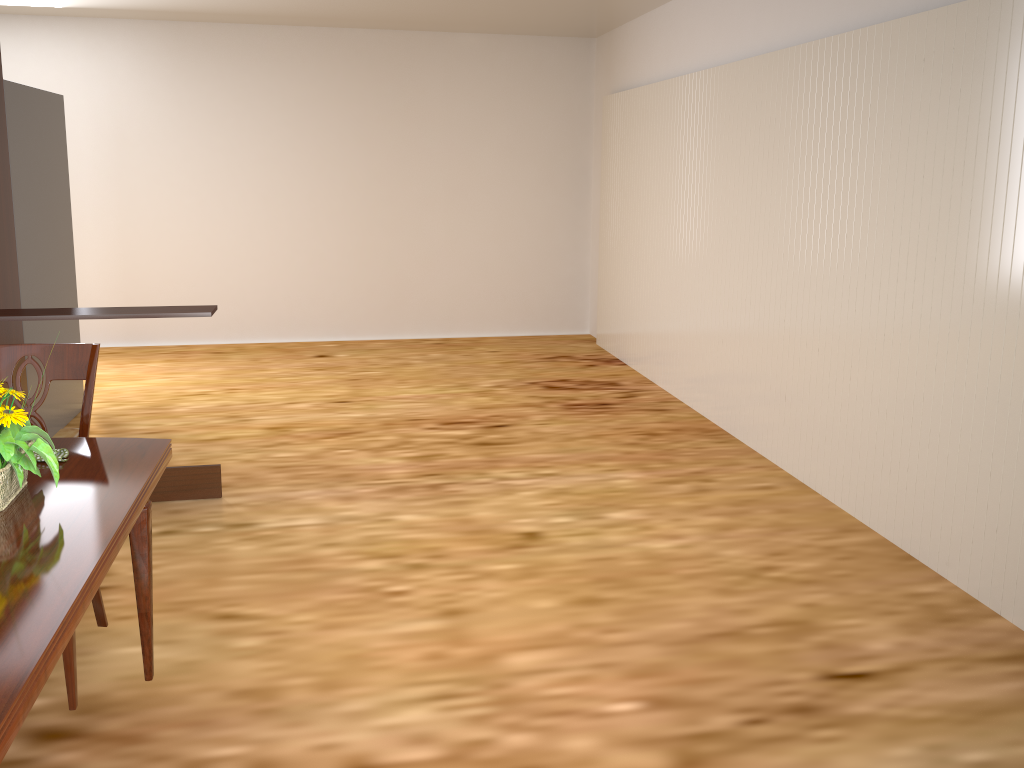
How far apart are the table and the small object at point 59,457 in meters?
0.0 m

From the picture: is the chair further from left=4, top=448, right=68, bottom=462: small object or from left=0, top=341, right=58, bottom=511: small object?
left=0, top=341, right=58, bottom=511: small object

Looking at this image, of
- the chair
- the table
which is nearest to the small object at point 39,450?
the table

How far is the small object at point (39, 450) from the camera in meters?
1.6 m

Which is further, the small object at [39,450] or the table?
the small object at [39,450]

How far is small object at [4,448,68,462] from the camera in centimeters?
187cm

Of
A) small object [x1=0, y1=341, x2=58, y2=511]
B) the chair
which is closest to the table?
small object [x1=0, y1=341, x2=58, y2=511]

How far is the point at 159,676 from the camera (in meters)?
2.48

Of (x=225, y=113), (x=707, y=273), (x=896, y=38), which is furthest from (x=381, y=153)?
(x=896, y=38)

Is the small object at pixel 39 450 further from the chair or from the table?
the chair
